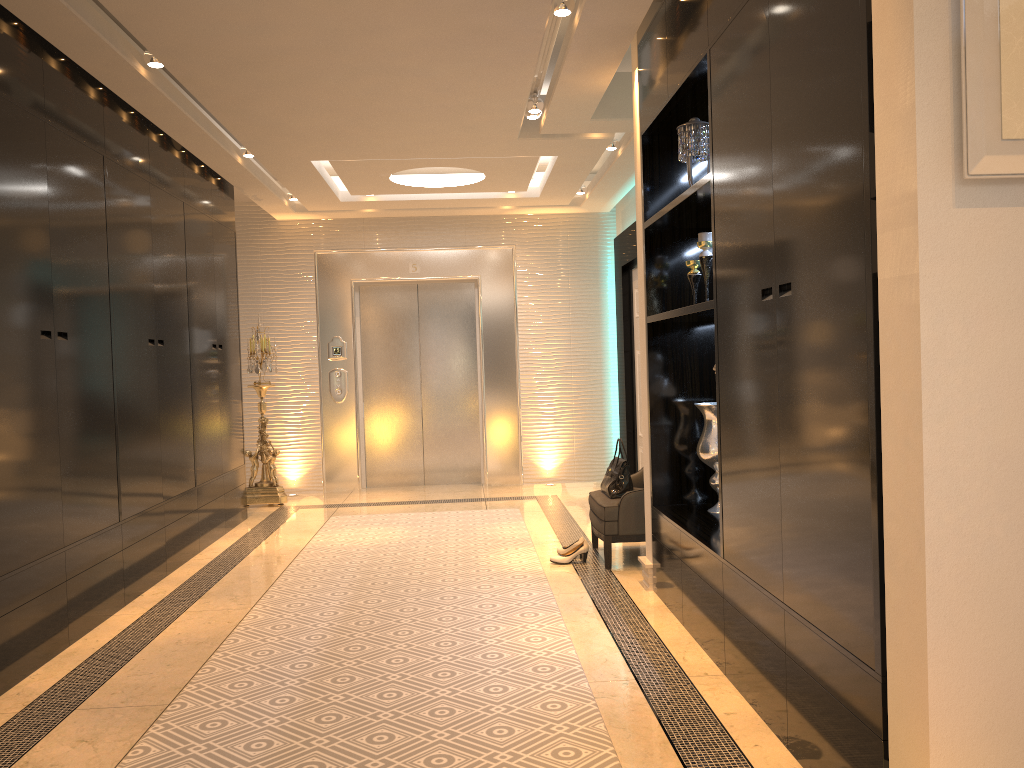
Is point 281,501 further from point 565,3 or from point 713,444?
point 565,3

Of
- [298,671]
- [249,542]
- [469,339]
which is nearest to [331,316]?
[469,339]

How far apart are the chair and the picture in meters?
3.4 m

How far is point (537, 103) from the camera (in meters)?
5.17

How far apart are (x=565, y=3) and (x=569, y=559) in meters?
3.0

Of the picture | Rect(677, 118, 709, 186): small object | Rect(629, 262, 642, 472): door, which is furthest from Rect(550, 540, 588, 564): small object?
the picture

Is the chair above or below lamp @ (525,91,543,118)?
below

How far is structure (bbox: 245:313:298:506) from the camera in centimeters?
775cm

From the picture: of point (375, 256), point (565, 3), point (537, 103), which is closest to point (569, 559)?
point (537, 103)

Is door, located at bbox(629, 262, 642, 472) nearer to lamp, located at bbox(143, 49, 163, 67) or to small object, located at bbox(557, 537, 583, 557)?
small object, located at bbox(557, 537, 583, 557)
